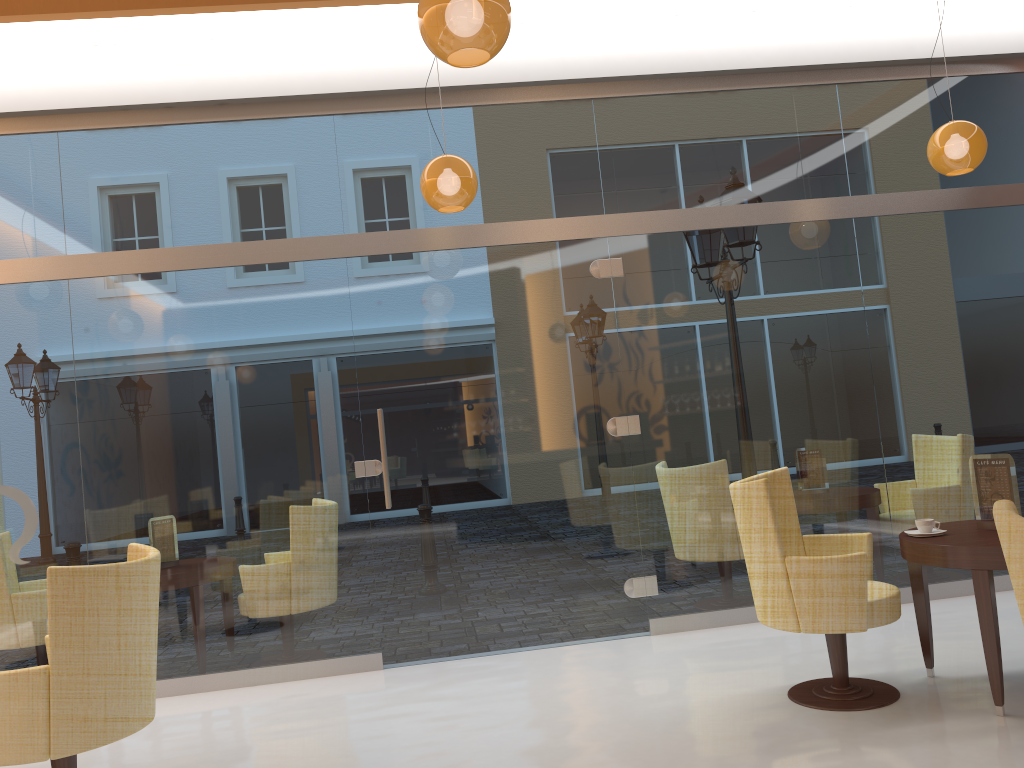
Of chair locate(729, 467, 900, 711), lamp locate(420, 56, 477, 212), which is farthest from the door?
chair locate(729, 467, 900, 711)

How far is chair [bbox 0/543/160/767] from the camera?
3.1m

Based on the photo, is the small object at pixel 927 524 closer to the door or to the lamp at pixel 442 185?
the door

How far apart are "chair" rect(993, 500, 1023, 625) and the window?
3.3m

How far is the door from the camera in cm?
537

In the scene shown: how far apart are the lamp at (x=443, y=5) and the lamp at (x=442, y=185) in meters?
1.5 m

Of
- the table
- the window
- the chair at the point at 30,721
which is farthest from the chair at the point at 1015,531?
the window

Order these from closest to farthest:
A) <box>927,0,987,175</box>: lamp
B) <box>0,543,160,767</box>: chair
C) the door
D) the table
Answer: <box>0,543,160,767</box>: chair, the table, <box>927,0,987,175</box>: lamp, the door

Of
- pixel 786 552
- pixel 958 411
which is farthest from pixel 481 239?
pixel 958 411

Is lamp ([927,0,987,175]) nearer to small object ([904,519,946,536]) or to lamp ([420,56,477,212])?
small object ([904,519,946,536])
